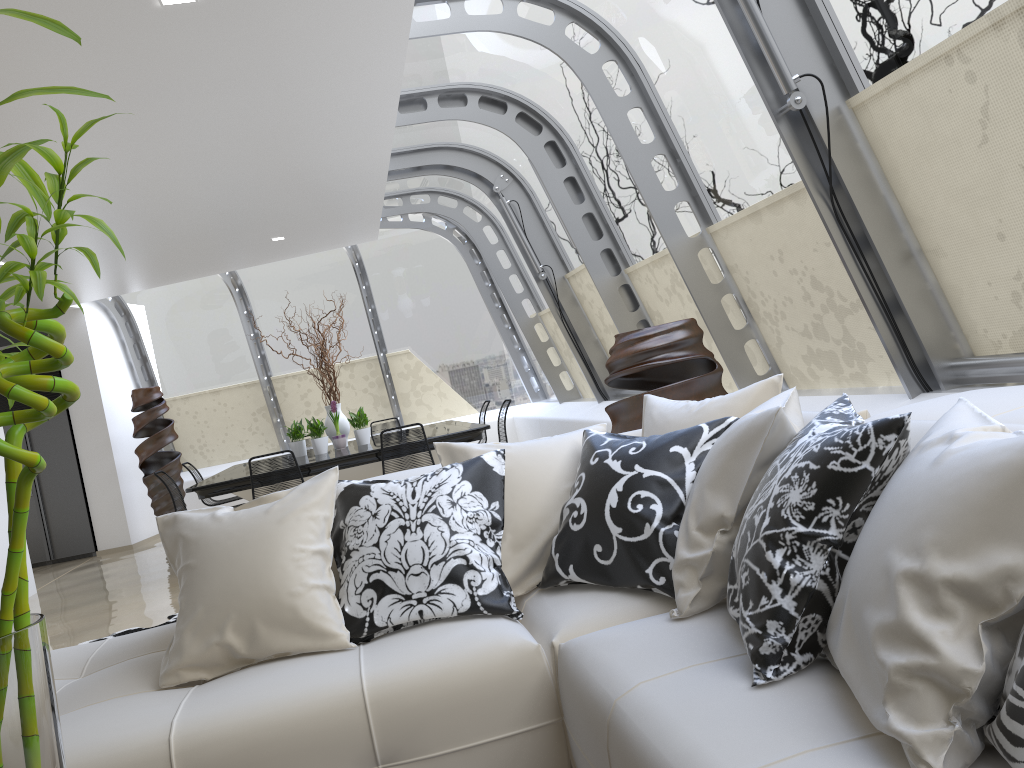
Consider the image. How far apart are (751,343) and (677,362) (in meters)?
1.32

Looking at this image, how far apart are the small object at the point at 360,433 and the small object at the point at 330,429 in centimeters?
18cm

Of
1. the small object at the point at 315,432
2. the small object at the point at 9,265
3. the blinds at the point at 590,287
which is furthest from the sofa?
the small object at the point at 315,432

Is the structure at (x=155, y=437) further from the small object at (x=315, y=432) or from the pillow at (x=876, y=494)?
the pillow at (x=876, y=494)

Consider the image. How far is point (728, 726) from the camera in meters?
1.5 m

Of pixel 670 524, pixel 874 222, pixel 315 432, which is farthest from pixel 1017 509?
pixel 315 432

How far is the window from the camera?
3.5m

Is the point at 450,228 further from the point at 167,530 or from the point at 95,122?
the point at 95,122

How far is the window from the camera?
3.5m

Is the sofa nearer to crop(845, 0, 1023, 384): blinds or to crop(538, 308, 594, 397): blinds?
crop(845, 0, 1023, 384): blinds
